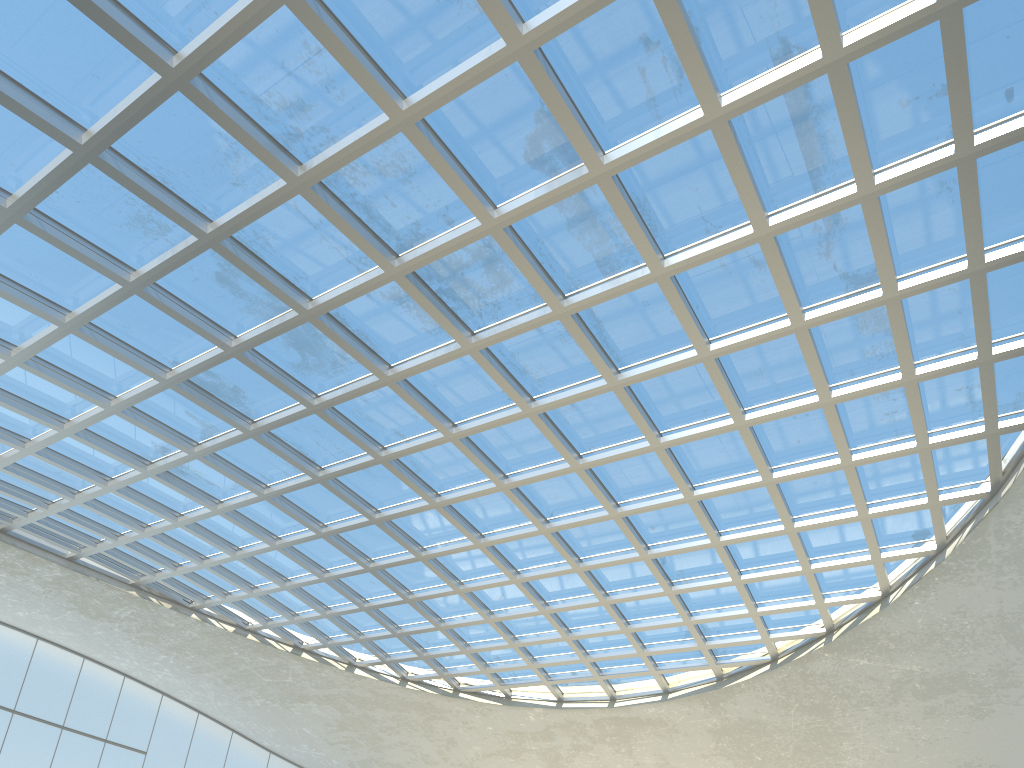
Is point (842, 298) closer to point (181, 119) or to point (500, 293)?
point (500, 293)

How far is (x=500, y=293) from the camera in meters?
44.1 m
